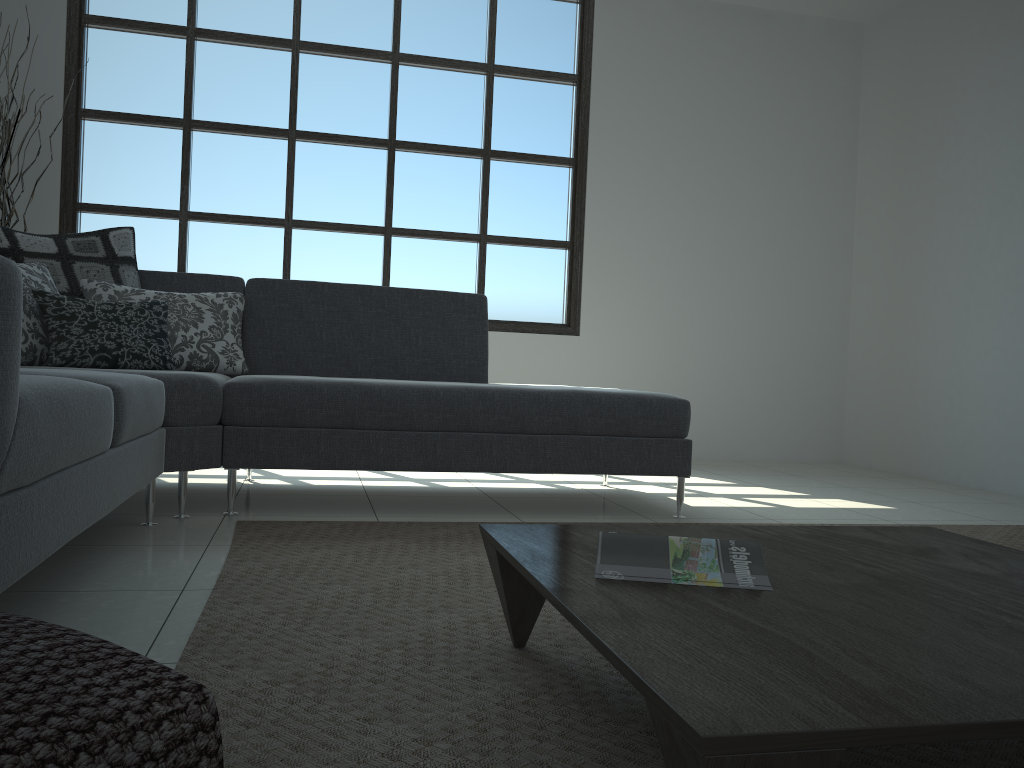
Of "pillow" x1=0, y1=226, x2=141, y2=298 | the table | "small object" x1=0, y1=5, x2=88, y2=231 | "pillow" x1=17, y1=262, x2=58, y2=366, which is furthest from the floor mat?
"small object" x1=0, y1=5, x2=88, y2=231

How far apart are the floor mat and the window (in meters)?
2.69

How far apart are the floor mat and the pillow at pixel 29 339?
0.9 meters

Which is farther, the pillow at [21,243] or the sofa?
the pillow at [21,243]

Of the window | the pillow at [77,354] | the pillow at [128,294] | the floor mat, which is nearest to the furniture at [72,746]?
the floor mat

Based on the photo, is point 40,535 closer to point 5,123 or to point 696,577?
point 696,577

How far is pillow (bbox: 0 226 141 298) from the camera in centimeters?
316cm

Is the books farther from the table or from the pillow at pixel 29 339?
the pillow at pixel 29 339

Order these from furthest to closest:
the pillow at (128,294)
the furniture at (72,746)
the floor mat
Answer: the pillow at (128,294)
the floor mat
the furniture at (72,746)

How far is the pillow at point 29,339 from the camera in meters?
2.9
